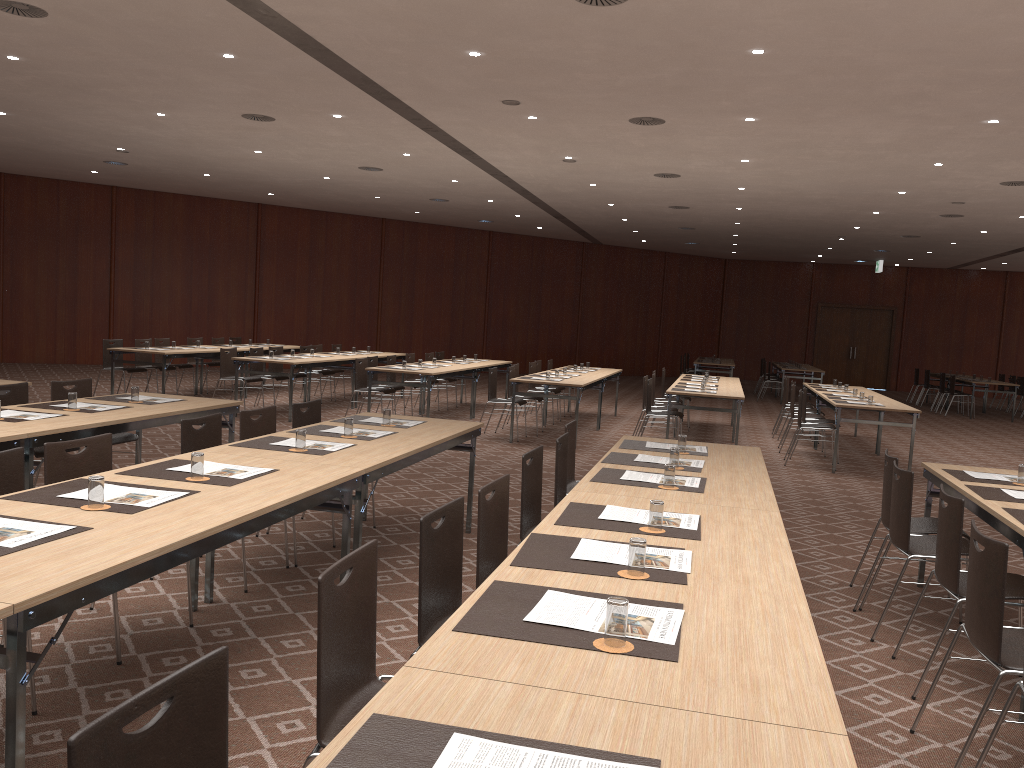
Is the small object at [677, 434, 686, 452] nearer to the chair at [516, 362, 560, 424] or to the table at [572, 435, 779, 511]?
the table at [572, 435, 779, 511]

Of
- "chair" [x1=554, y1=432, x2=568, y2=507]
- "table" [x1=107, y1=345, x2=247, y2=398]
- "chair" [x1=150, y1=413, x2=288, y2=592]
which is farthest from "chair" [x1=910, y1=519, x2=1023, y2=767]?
"table" [x1=107, y1=345, x2=247, y2=398]

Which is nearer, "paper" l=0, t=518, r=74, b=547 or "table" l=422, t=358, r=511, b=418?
"paper" l=0, t=518, r=74, b=547

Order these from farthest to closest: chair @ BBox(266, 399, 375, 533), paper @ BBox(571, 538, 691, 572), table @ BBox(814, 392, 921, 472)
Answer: table @ BBox(814, 392, 921, 472)
chair @ BBox(266, 399, 375, 533)
paper @ BBox(571, 538, 691, 572)

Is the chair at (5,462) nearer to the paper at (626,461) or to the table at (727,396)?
the paper at (626,461)

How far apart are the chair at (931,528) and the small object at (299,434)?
3.49m

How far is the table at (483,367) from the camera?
14.2 meters

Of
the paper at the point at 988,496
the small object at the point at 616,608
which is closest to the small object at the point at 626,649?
the small object at the point at 616,608

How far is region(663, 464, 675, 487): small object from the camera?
4.39m

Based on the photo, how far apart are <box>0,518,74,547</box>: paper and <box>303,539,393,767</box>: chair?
1.1m
